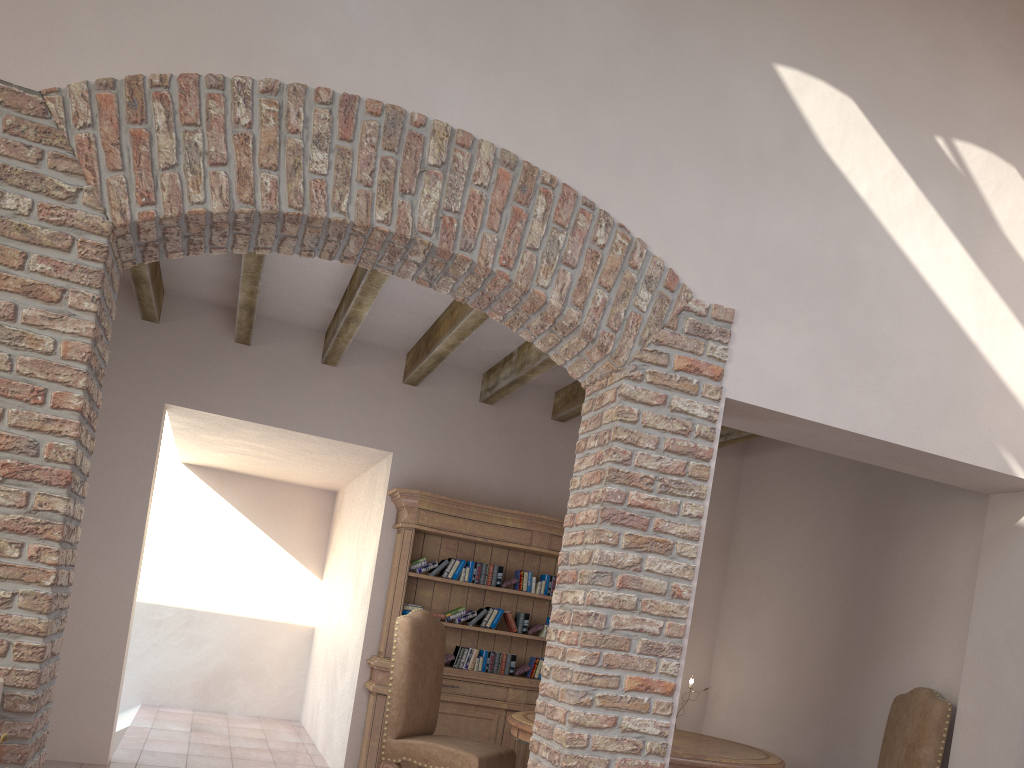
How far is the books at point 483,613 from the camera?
6.1m

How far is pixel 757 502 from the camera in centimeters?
660cm

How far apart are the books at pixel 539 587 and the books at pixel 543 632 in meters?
0.3

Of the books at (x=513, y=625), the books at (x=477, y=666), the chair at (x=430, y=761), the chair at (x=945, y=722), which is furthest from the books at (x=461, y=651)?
the chair at (x=945, y=722)

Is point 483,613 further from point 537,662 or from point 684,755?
point 684,755

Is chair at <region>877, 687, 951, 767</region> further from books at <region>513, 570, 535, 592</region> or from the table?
books at <region>513, 570, 535, 592</region>

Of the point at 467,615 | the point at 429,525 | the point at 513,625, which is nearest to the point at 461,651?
the point at 467,615

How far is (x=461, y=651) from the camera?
6.0m

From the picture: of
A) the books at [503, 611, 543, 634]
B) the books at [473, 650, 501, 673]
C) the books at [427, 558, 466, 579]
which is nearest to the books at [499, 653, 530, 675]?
the books at [473, 650, 501, 673]

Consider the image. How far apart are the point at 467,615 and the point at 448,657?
0.33m
